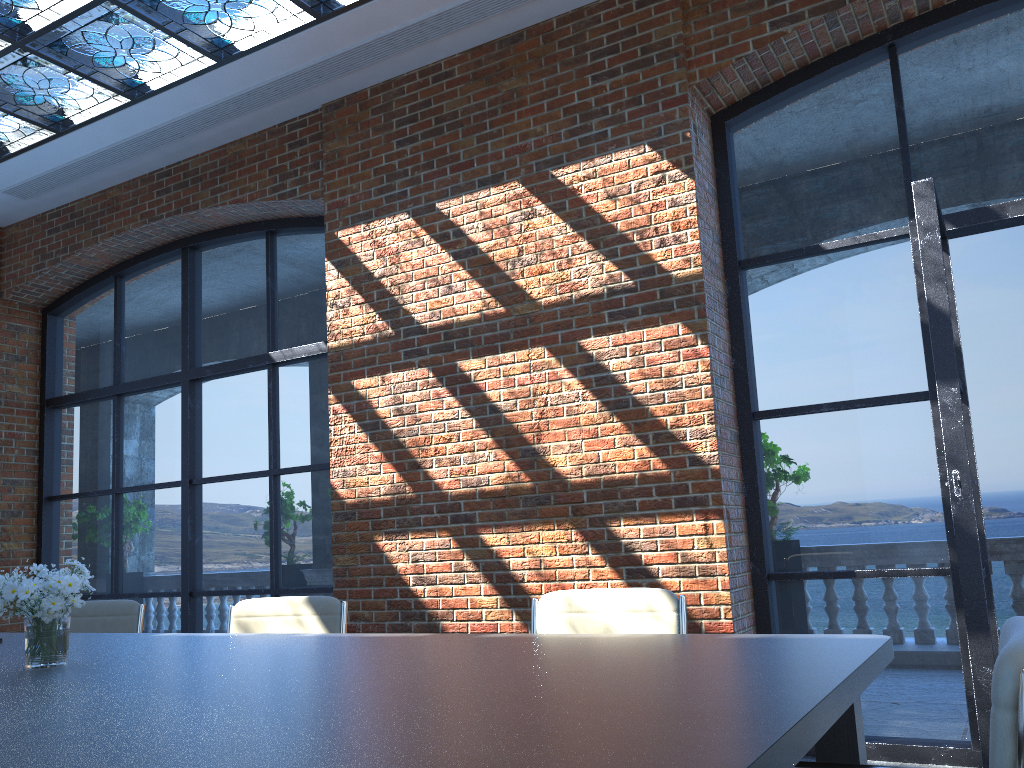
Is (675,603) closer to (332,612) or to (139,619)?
(332,612)

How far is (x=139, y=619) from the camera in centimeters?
424cm

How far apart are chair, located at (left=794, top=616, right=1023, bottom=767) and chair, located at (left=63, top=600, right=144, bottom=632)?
3.5m

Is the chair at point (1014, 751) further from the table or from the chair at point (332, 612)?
the chair at point (332, 612)

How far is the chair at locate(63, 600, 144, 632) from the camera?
4.2 meters

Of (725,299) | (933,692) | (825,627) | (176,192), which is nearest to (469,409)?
(725,299)

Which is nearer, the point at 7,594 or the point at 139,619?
the point at 7,594

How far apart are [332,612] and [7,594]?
1.3m

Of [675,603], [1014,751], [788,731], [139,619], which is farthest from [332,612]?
[1014,751]

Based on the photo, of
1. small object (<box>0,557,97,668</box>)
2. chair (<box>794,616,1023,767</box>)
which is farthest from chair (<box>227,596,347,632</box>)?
chair (<box>794,616,1023,767</box>)
